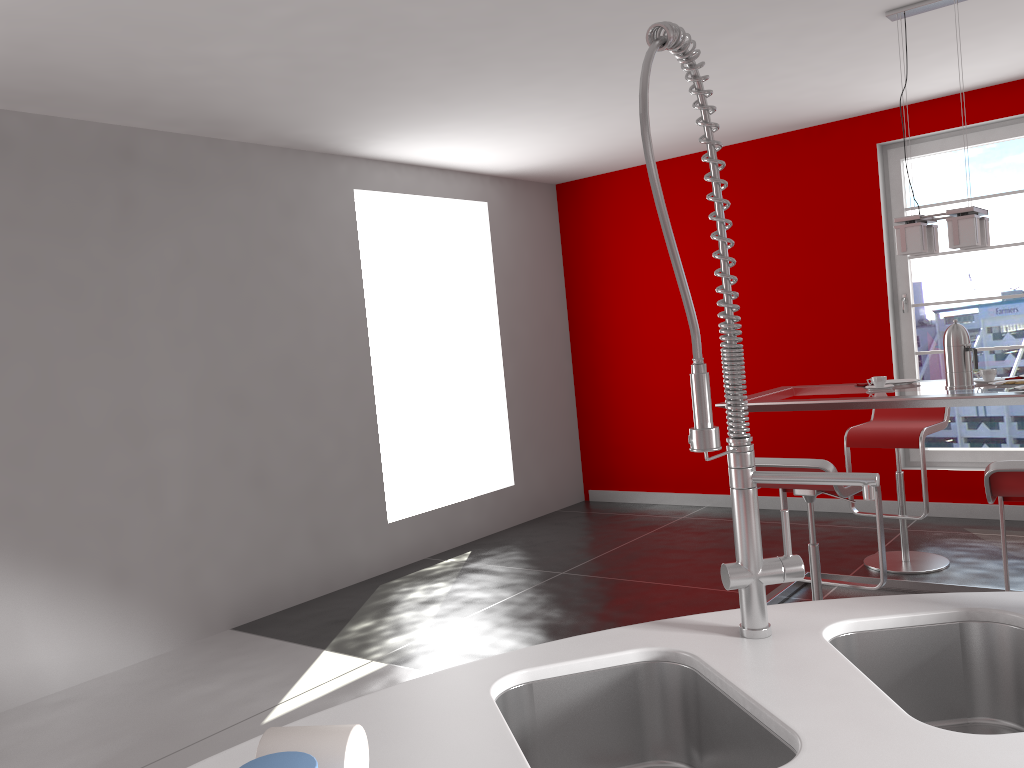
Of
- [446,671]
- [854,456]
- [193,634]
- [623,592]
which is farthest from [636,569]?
[446,671]

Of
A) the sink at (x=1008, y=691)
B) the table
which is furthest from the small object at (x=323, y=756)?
the table

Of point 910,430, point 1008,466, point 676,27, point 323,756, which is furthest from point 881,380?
point 323,756

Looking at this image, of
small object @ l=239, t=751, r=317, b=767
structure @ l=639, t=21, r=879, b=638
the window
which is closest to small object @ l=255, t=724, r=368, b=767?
small object @ l=239, t=751, r=317, b=767

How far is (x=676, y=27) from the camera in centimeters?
124cm

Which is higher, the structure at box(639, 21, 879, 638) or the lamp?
the lamp

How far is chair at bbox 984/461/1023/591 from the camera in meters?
Answer: 2.7

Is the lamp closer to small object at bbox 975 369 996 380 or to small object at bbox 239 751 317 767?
small object at bbox 975 369 996 380

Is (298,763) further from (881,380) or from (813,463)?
(881,380)

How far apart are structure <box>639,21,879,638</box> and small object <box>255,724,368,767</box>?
0.6 meters
